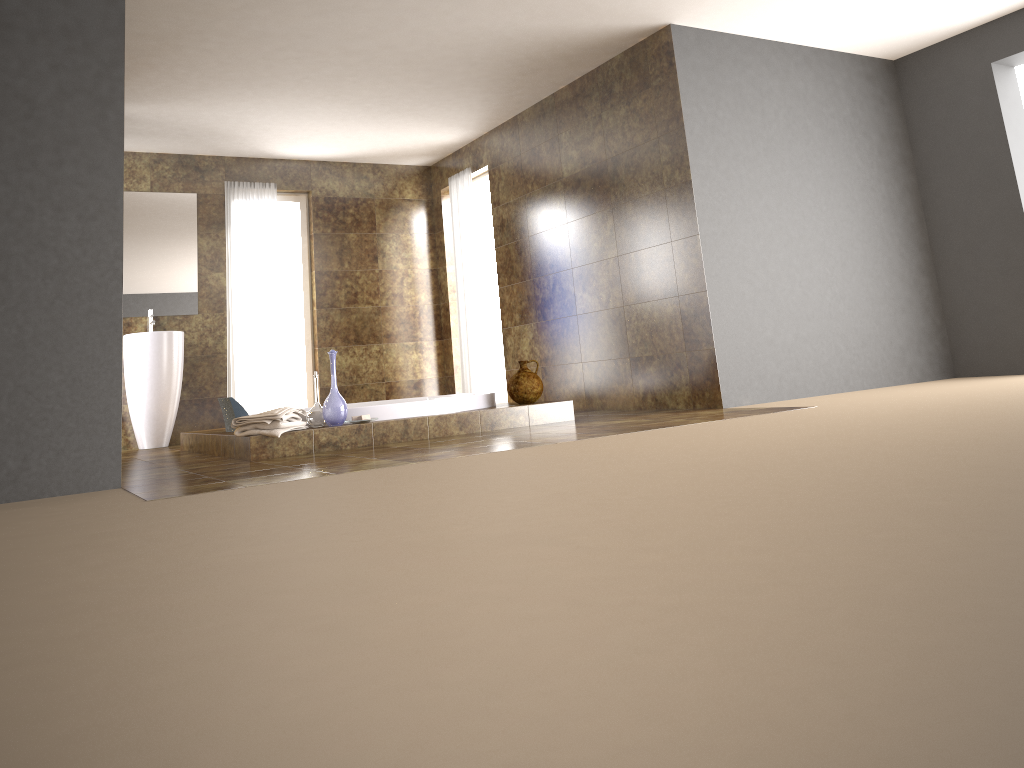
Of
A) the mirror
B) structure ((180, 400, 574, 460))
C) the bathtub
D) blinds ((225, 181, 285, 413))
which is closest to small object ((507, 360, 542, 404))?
structure ((180, 400, 574, 460))

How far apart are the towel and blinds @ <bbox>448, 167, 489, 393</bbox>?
3.17m

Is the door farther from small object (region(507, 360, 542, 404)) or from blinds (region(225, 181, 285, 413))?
small object (region(507, 360, 542, 404))

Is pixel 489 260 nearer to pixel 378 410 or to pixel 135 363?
pixel 135 363

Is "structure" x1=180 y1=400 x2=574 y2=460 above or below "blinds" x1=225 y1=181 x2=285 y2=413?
below

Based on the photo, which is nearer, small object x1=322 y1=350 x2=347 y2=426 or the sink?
small object x1=322 y1=350 x2=347 y2=426

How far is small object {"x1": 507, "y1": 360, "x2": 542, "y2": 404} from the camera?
5.6m

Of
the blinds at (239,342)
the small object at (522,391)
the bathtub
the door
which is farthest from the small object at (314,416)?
the door

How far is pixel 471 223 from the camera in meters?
7.9 m

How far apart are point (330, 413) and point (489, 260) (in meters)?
4.05
